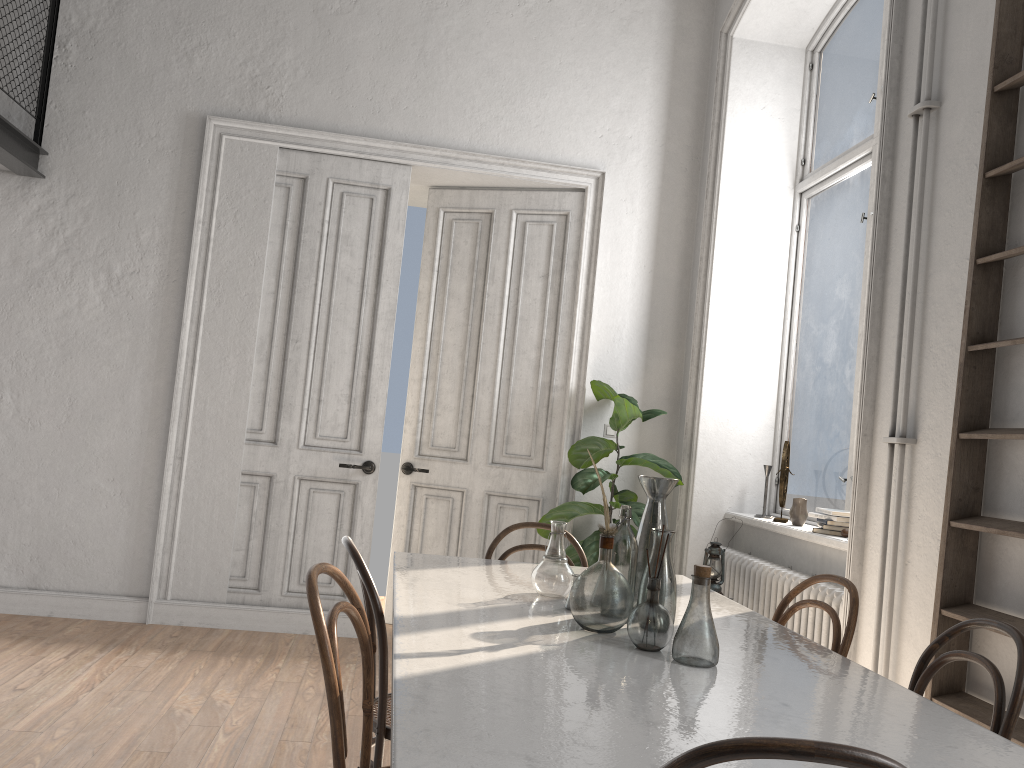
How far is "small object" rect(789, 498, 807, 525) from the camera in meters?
4.4 m

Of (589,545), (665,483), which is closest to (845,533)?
(589,545)

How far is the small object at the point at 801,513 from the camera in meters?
4.4

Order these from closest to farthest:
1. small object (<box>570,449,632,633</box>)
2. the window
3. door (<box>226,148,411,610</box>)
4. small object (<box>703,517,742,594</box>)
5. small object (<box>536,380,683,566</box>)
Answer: small object (<box>570,449,632,633</box>) → small object (<box>703,517,742,594</box>) → the window → small object (<box>536,380,683,566</box>) → door (<box>226,148,411,610</box>)

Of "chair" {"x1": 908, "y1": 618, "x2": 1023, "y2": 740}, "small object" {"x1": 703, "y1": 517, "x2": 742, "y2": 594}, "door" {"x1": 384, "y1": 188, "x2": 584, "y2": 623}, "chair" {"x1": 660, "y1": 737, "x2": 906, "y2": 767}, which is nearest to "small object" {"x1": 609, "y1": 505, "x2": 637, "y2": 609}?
"chair" {"x1": 908, "y1": 618, "x2": 1023, "y2": 740}

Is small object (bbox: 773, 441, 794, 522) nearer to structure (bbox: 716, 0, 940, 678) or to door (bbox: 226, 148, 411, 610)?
structure (bbox: 716, 0, 940, 678)

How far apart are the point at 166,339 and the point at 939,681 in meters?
4.3 m

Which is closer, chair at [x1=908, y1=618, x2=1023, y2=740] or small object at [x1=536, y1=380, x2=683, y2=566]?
chair at [x1=908, y1=618, x2=1023, y2=740]

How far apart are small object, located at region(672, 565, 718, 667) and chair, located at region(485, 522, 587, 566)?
1.4 meters

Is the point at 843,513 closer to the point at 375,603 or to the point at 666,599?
the point at 666,599
